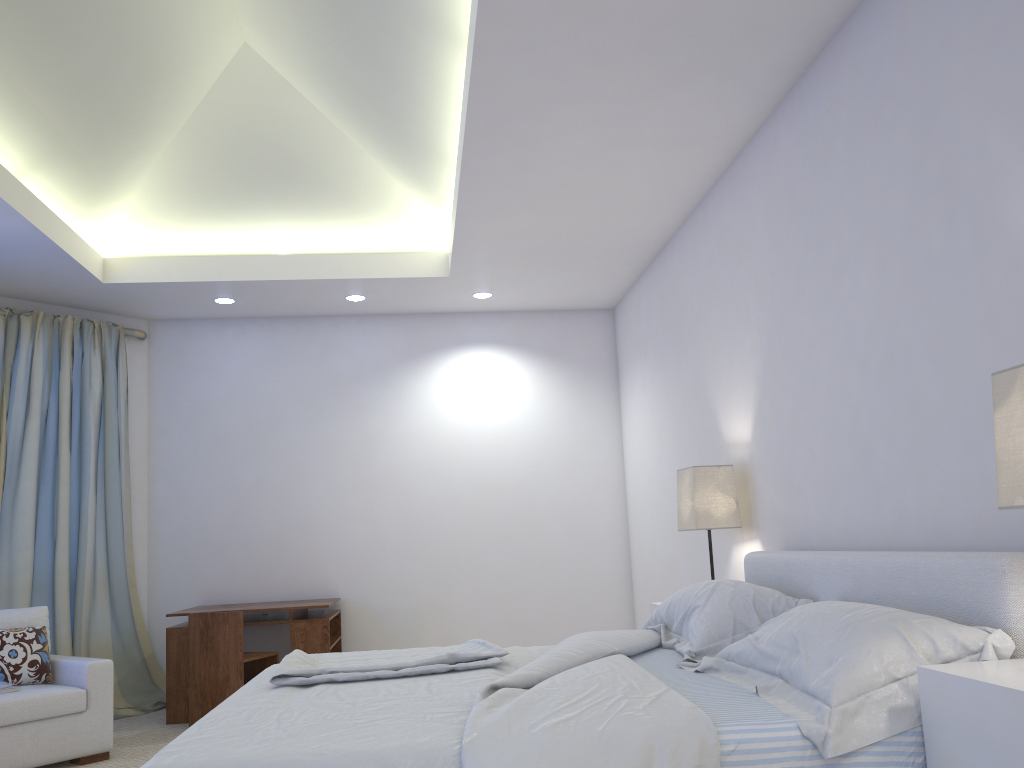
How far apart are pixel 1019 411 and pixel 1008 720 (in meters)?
0.57

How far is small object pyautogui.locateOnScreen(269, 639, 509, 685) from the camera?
2.48m

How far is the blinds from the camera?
5.1m

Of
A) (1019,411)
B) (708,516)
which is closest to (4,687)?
(708,516)

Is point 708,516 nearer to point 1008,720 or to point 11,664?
point 1008,720

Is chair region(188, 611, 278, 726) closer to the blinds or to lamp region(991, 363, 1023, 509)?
the blinds

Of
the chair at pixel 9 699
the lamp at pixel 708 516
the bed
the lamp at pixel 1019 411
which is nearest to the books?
the chair at pixel 9 699

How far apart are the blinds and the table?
0.5m

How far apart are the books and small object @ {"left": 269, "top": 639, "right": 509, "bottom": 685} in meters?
1.7

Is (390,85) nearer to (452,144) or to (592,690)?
(452,144)
